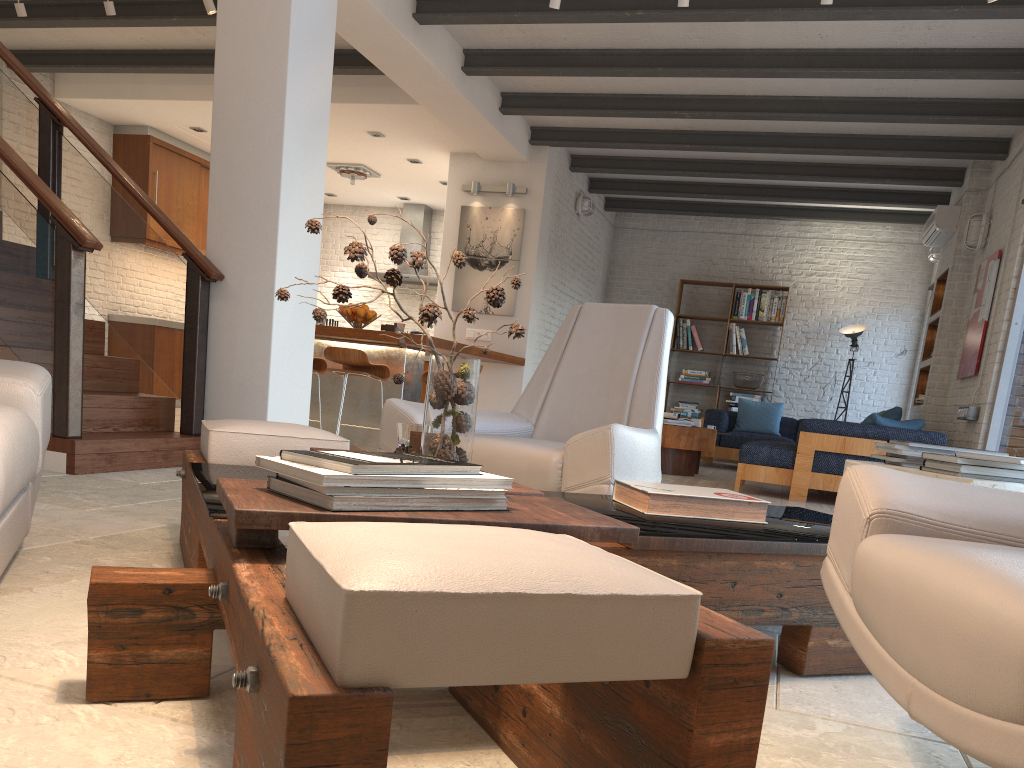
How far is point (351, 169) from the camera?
10.1m

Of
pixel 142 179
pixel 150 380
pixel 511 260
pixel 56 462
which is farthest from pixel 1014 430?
pixel 142 179

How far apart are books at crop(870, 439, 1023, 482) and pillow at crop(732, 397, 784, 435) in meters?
7.4

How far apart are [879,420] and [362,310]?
4.1m

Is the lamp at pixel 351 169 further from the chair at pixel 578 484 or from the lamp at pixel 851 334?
the chair at pixel 578 484

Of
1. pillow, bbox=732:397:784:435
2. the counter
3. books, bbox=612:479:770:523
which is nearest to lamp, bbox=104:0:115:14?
the counter

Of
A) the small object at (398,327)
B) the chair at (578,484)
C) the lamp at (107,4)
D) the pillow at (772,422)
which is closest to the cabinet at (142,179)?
the lamp at (107,4)

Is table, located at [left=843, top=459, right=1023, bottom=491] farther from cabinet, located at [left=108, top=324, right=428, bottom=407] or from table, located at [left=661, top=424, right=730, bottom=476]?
cabinet, located at [left=108, top=324, right=428, bottom=407]

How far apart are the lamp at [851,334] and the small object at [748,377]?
1.1 meters

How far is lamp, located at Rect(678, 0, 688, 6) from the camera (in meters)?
5.09
